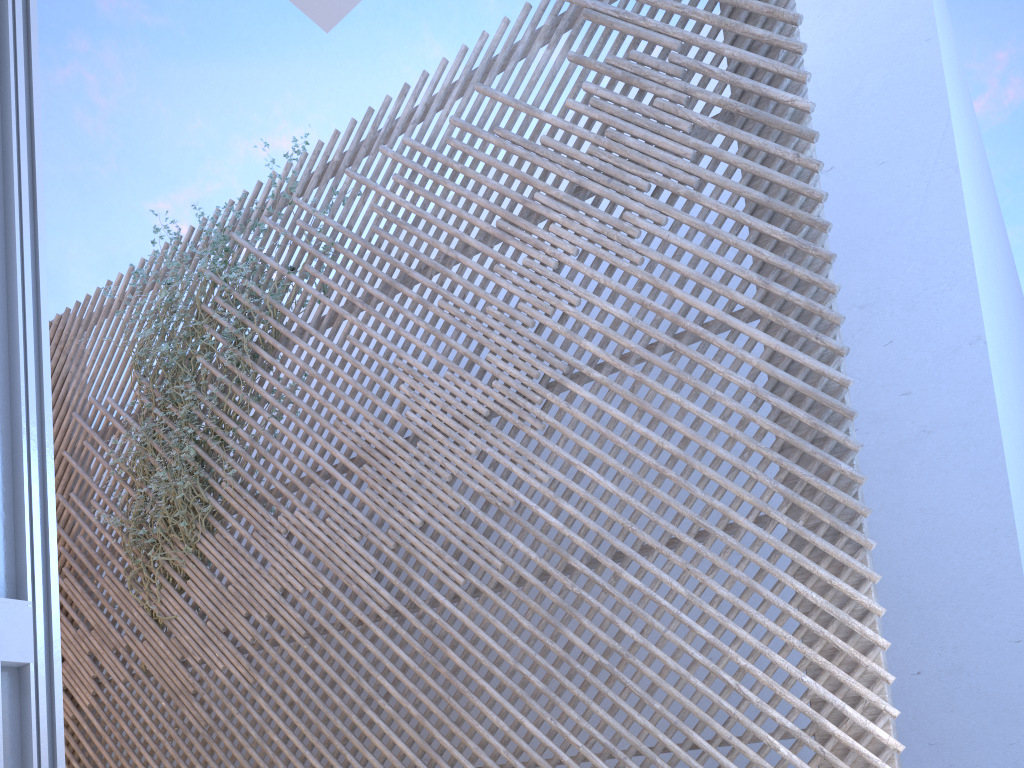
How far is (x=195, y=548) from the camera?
4.51m

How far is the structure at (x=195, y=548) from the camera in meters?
4.5 m

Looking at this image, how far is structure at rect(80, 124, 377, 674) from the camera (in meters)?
4.51

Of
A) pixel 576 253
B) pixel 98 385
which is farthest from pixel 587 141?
pixel 98 385

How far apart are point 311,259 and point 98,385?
1.9m

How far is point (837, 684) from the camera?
2.7m
